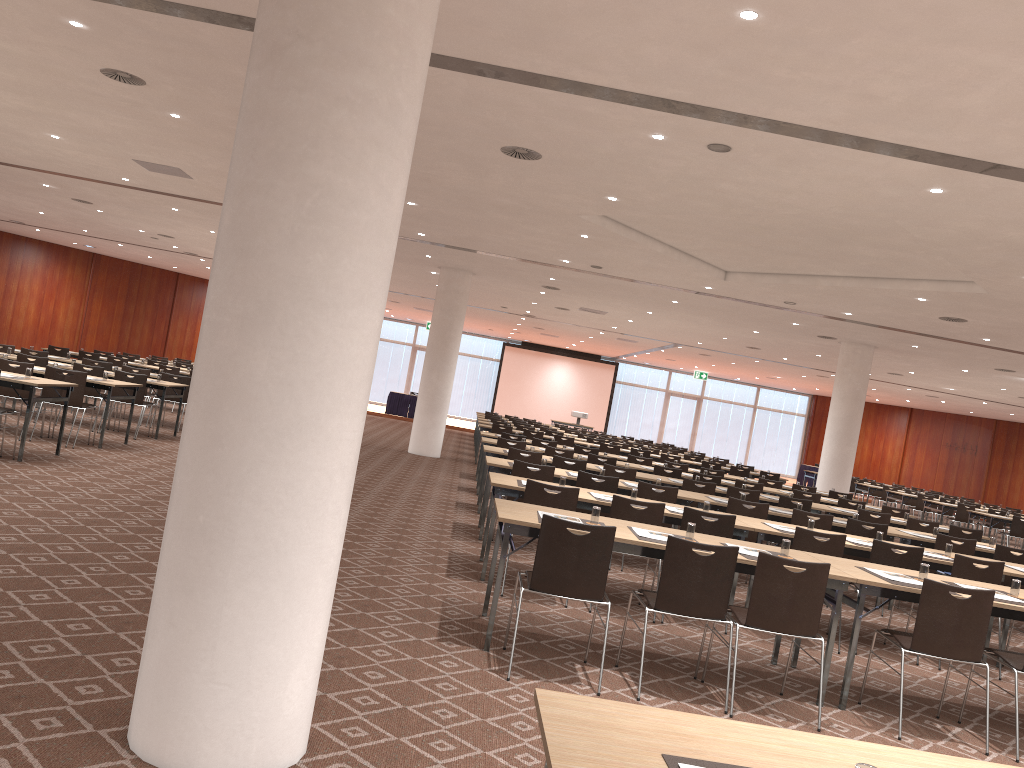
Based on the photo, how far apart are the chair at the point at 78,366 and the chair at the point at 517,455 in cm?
660

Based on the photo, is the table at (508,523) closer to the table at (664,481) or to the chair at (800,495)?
the table at (664,481)

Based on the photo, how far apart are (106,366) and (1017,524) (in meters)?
18.44

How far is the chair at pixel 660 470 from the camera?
13.25m

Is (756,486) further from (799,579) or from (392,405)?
(392,405)

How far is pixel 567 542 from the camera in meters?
5.1 m

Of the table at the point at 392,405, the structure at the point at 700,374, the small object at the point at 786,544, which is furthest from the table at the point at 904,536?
the structure at the point at 700,374

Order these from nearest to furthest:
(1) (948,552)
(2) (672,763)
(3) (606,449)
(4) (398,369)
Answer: (2) (672,763), (1) (948,552), (3) (606,449), (4) (398,369)

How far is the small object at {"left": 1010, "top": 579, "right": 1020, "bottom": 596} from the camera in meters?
6.0

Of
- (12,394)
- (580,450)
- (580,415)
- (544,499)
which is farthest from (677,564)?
(580,415)
